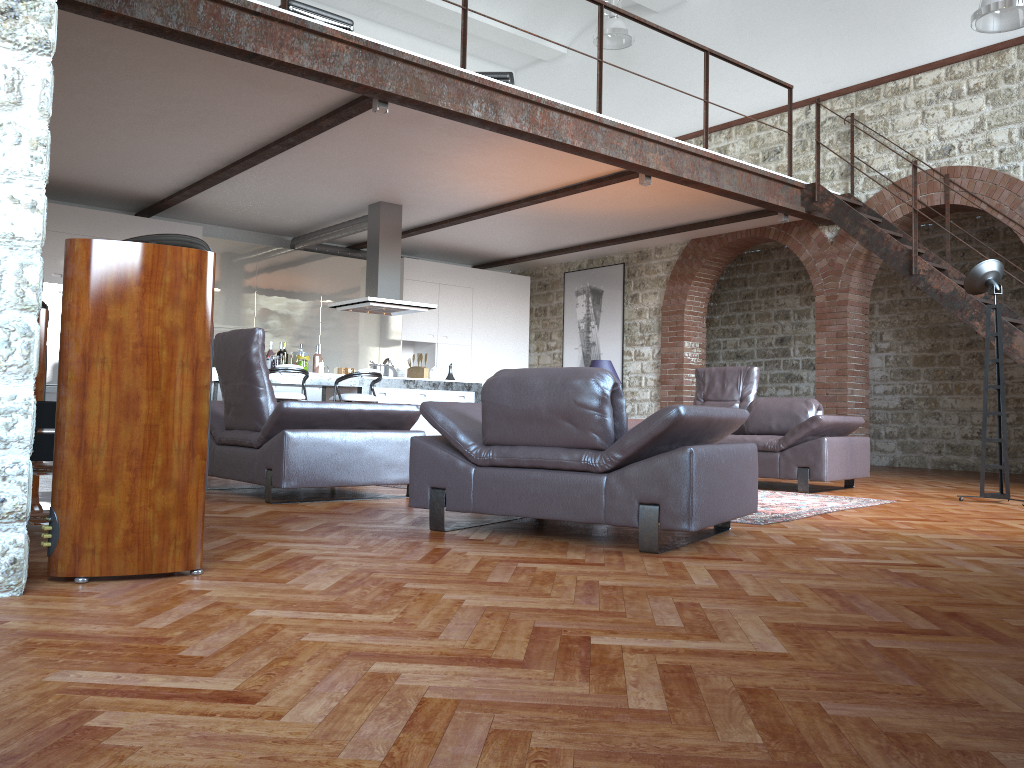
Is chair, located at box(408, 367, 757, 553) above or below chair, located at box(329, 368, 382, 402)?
below

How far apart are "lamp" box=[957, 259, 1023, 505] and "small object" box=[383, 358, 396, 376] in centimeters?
588cm

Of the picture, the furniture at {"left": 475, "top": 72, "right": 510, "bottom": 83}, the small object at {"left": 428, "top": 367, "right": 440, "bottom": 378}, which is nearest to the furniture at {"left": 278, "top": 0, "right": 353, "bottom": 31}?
the furniture at {"left": 475, "top": 72, "right": 510, "bottom": 83}

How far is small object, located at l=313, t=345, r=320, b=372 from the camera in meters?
9.6 m

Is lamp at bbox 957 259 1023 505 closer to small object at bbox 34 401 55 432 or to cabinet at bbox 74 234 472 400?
small object at bbox 34 401 55 432

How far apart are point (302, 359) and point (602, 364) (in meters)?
3.16

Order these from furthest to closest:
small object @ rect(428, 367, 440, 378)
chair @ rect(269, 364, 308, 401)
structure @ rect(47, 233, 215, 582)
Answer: small object @ rect(428, 367, 440, 378)
chair @ rect(269, 364, 308, 401)
structure @ rect(47, 233, 215, 582)

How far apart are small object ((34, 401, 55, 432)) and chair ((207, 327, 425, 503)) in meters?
1.6

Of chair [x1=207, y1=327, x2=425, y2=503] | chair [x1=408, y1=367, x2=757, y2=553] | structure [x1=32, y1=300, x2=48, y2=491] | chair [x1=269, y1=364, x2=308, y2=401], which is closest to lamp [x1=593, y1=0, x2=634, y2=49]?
Answer: chair [x1=269, y1=364, x2=308, y2=401]

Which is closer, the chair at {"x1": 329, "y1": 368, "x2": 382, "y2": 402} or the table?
Result: the table
